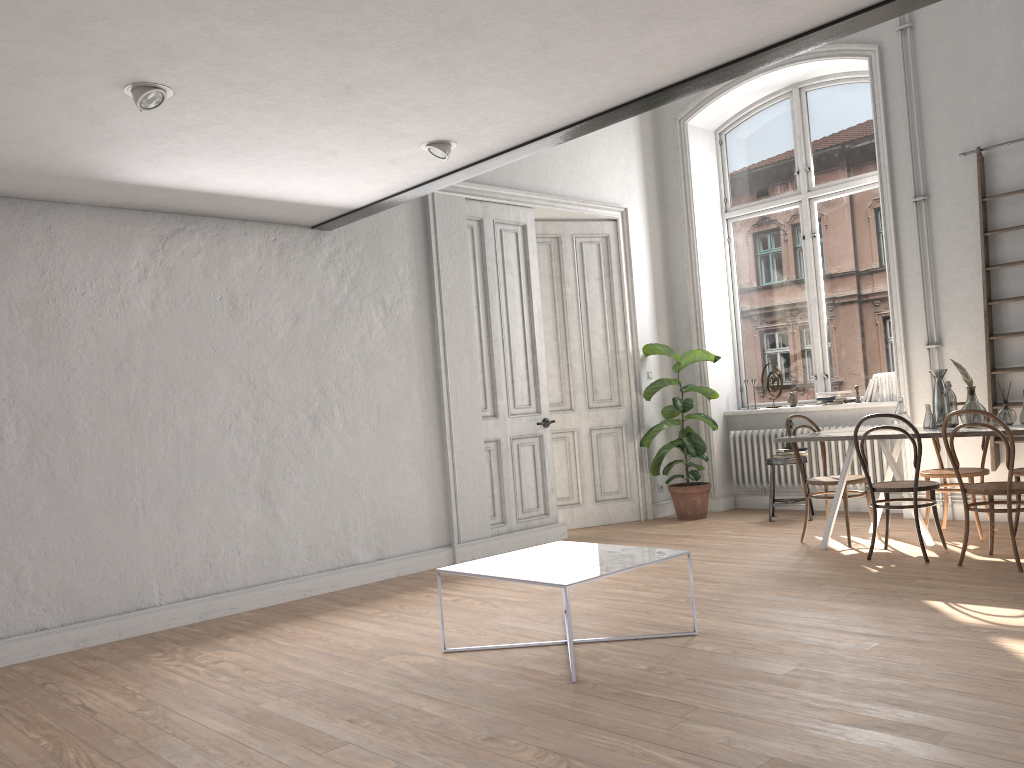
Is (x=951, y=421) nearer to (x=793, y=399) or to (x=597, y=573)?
(x=793, y=399)

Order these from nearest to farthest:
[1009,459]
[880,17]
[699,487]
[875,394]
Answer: [880,17], [1009,459], [875,394], [699,487]

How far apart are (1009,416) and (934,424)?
0.4m

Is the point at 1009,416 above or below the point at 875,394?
below

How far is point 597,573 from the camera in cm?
376

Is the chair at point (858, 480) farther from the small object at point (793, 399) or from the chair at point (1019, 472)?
the small object at point (793, 399)

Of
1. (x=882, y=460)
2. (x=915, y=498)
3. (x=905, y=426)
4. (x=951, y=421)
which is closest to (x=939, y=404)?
(x=951, y=421)

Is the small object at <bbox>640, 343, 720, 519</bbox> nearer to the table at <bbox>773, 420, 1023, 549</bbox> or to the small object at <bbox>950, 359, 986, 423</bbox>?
the table at <bbox>773, 420, 1023, 549</bbox>

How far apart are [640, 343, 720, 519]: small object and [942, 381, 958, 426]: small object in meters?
2.4

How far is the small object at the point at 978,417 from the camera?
5.6m
